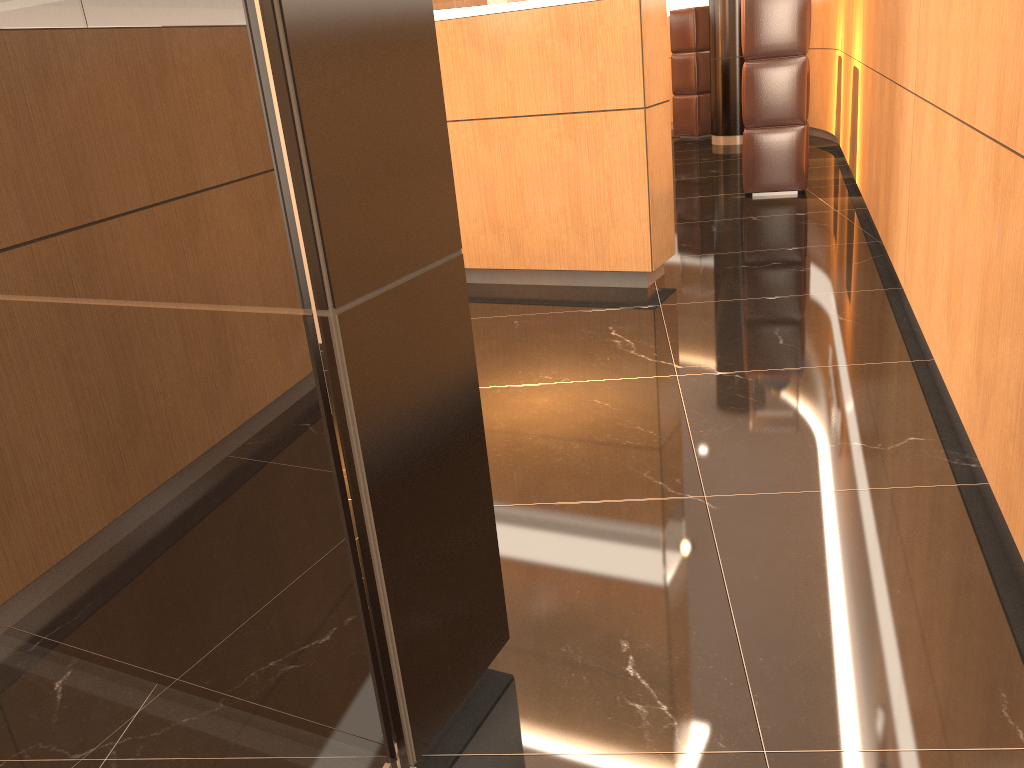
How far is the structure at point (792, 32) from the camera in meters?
6.4

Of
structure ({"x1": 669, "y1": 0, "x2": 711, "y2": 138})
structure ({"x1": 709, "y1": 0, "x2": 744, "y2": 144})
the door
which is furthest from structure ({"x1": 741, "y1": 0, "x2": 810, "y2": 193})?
the door

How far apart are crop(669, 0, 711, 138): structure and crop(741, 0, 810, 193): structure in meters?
4.2 m

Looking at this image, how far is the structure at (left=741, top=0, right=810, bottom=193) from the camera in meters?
6.4

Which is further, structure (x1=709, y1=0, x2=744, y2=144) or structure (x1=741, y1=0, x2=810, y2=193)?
structure (x1=709, y1=0, x2=744, y2=144)

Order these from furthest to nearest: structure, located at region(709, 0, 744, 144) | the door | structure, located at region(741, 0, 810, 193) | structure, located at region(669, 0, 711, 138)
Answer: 1. structure, located at region(669, 0, 711, 138)
2. structure, located at region(709, 0, 744, 144)
3. structure, located at region(741, 0, 810, 193)
4. the door

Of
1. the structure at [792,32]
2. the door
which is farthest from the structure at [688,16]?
the door

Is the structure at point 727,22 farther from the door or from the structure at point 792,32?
the door

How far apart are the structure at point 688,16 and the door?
10.23m

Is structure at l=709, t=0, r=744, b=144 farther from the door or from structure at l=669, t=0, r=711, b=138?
the door
